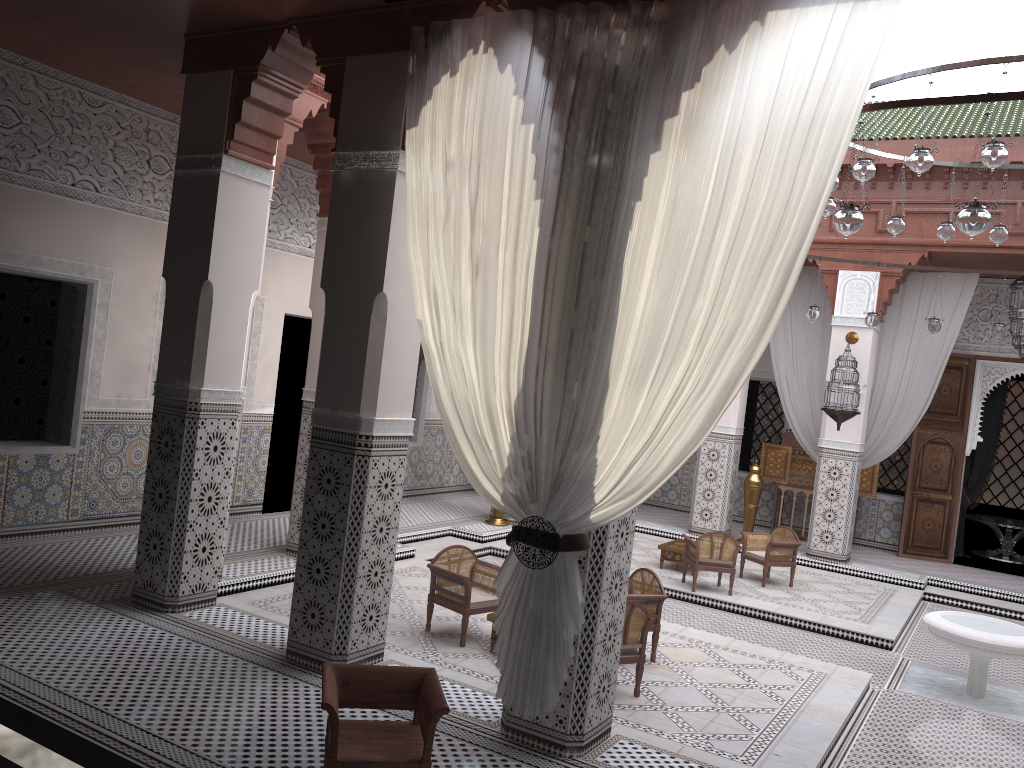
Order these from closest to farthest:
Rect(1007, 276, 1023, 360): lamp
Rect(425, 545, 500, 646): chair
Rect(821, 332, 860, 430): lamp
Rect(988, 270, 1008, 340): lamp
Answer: Rect(425, 545, 500, 646): chair
Rect(988, 270, 1008, 340): lamp
Rect(1007, 276, 1023, 360): lamp
Rect(821, 332, 860, 430): lamp

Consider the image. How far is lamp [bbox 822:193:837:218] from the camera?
3.81m

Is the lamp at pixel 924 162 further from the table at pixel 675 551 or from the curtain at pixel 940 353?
the curtain at pixel 940 353

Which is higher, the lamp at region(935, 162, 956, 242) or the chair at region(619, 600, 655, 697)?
the lamp at region(935, 162, 956, 242)

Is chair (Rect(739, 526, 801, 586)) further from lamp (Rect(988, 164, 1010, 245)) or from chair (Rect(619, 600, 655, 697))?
chair (Rect(619, 600, 655, 697))

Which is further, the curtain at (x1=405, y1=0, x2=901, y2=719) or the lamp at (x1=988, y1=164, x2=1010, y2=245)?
the lamp at (x1=988, y1=164, x2=1010, y2=245)

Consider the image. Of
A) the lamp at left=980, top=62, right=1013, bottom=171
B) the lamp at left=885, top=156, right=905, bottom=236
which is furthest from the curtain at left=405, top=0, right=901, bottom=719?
the lamp at left=885, top=156, right=905, bottom=236

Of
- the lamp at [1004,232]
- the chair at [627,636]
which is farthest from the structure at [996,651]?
the lamp at [1004,232]

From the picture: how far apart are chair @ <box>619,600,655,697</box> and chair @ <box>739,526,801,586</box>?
2.1 meters

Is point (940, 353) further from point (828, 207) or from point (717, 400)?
point (717, 400)
